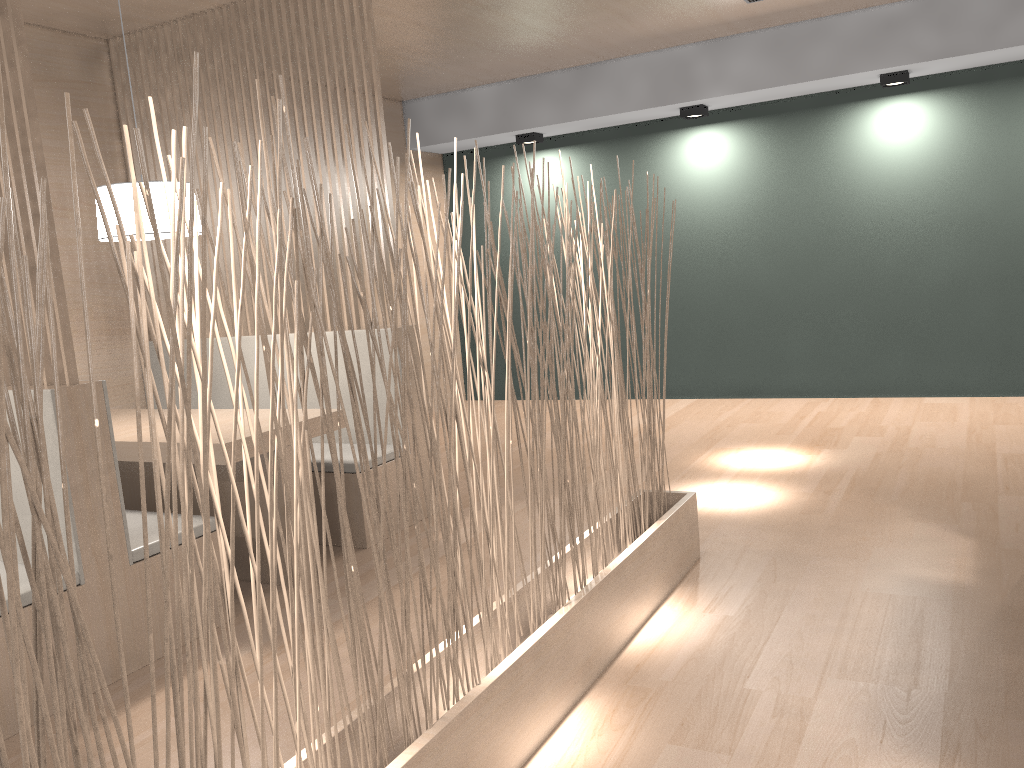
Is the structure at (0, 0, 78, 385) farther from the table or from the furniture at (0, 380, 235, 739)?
the table

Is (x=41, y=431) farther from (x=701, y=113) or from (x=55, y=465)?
(x=701, y=113)

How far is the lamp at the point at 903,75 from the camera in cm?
353

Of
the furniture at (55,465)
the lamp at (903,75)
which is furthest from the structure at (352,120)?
the lamp at (903,75)

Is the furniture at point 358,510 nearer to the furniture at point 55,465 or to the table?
the table

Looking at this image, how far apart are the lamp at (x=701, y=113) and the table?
2.44m

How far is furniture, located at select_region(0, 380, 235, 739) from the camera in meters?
1.6 m

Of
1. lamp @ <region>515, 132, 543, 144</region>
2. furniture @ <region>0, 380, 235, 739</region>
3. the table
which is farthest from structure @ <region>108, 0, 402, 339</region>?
lamp @ <region>515, 132, 543, 144</region>

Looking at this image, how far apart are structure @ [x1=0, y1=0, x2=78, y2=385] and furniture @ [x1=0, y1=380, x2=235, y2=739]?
0.02m

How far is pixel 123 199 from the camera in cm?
215
